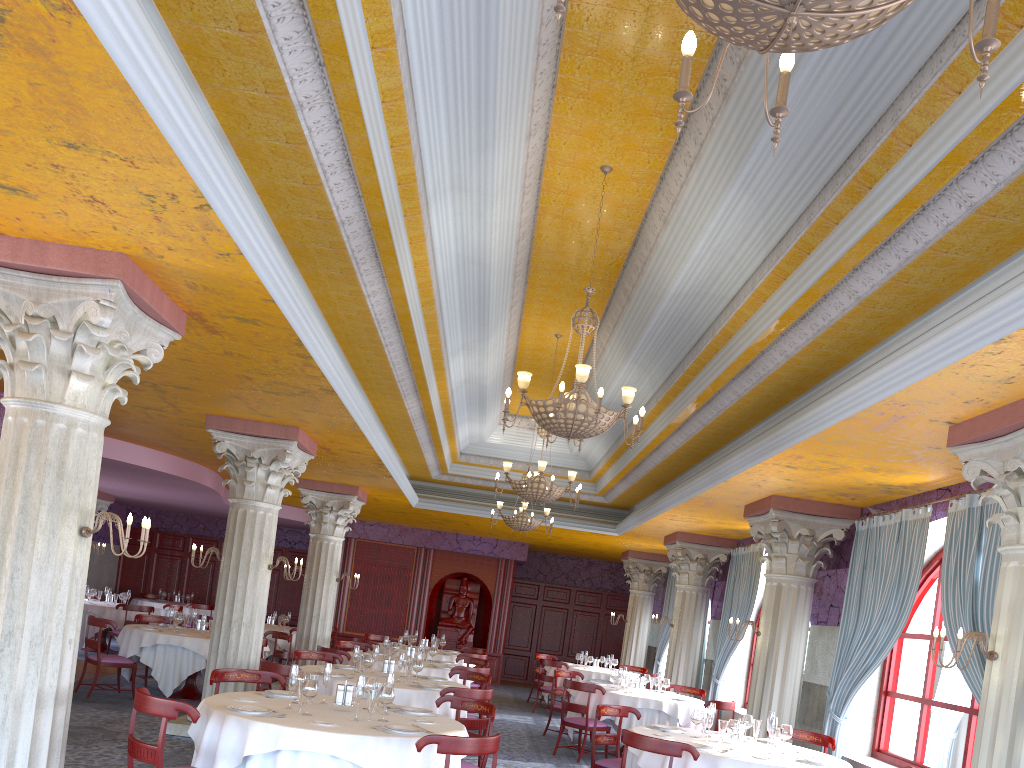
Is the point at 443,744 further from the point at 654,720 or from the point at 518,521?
the point at 518,521

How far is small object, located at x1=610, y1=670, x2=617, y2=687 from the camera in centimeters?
1231cm

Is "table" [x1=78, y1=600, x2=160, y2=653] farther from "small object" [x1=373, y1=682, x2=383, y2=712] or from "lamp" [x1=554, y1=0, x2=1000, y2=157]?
"lamp" [x1=554, y1=0, x2=1000, y2=157]

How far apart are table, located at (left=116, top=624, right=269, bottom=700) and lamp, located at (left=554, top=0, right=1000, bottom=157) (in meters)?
10.69

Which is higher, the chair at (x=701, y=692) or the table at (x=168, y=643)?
the chair at (x=701, y=692)

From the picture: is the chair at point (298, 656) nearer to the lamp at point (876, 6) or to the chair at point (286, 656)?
the chair at point (286, 656)

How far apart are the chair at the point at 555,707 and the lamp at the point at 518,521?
2.2m

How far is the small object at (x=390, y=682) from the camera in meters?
6.4

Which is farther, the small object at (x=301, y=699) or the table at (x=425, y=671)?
the table at (x=425, y=671)

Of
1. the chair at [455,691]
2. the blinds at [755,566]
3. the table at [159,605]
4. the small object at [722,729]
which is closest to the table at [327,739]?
the chair at [455,691]
